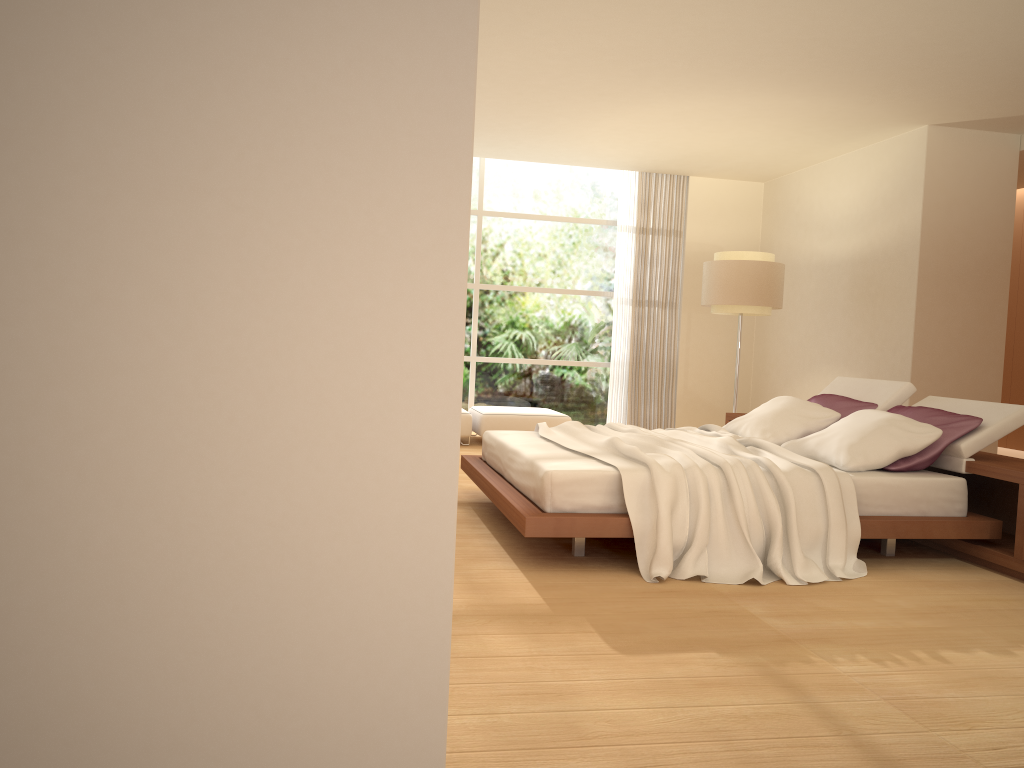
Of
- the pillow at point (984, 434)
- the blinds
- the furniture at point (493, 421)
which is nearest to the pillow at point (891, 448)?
the pillow at point (984, 434)

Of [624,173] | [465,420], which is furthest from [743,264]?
[465,420]

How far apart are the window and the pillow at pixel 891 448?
4.5m

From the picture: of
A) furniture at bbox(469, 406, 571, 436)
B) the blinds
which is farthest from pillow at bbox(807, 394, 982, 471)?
the blinds

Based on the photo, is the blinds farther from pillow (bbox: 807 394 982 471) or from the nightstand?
pillow (bbox: 807 394 982 471)

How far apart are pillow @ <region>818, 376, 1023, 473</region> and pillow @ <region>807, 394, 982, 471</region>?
0.0 meters

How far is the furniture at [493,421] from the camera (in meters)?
8.93

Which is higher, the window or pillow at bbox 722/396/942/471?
the window

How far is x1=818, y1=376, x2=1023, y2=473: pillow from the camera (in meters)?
4.76

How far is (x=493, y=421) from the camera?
8.93m
